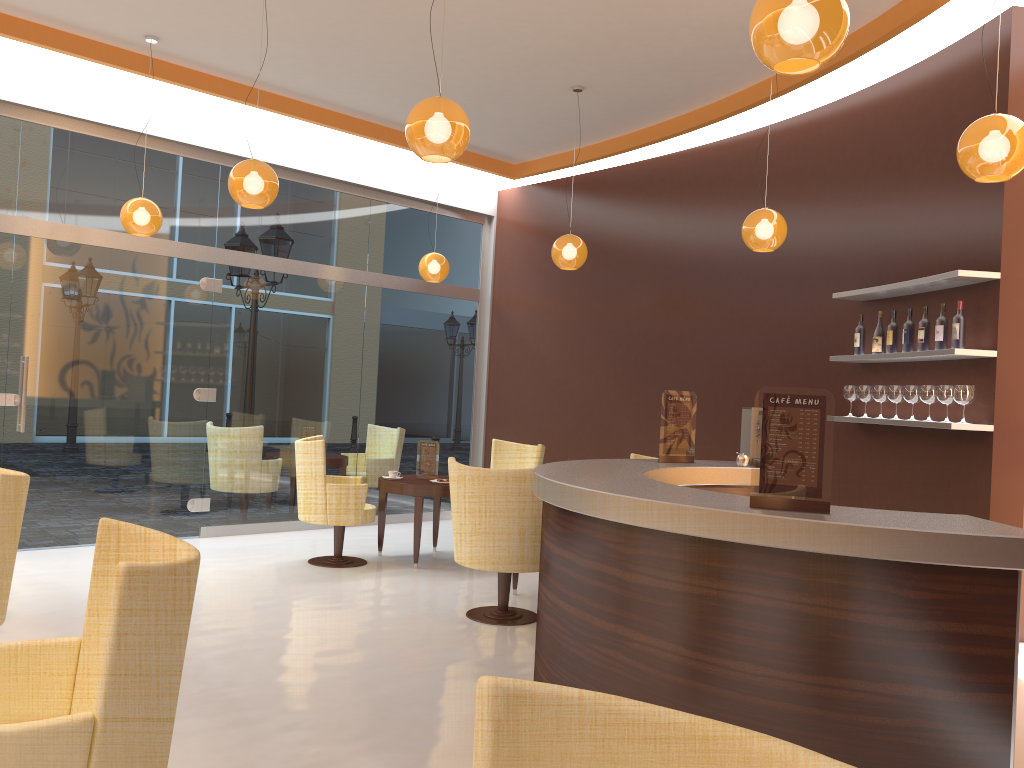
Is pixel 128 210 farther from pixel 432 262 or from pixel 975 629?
pixel 975 629

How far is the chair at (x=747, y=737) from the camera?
1.2 meters

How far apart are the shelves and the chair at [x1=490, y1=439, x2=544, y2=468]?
2.80m

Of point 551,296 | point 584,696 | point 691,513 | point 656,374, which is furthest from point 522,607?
point 584,696

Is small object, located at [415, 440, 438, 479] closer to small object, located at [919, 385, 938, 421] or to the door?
the door

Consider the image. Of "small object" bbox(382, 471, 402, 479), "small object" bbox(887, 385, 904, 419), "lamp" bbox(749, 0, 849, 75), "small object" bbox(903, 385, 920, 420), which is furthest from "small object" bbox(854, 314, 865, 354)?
"small object" bbox(382, 471, 402, 479)

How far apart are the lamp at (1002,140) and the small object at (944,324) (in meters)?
1.48

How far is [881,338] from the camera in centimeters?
595cm

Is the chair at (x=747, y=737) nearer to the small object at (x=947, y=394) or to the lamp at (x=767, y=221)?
the small object at (x=947, y=394)

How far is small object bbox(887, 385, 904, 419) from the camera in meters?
5.7
